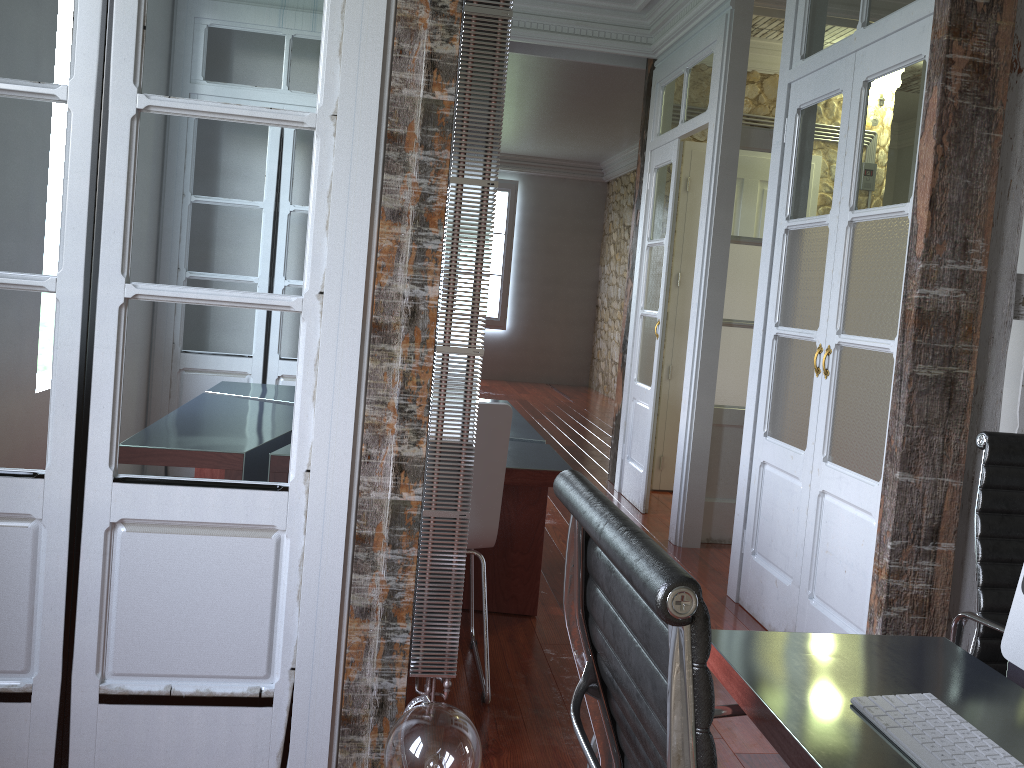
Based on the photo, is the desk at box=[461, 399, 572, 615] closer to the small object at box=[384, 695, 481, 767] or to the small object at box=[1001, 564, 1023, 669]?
the small object at box=[384, 695, 481, 767]

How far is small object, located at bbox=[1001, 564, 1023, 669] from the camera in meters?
1.2

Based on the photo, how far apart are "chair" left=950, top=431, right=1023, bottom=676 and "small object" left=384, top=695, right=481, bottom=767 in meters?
1.1

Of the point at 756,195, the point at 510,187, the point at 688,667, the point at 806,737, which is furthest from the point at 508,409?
the point at 510,187

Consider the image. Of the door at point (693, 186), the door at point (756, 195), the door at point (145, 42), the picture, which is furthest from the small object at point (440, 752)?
the picture

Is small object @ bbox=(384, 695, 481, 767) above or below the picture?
below

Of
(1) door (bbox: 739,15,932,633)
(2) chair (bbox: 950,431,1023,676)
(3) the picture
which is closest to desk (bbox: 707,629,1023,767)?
(2) chair (bbox: 950,431,1023,676)

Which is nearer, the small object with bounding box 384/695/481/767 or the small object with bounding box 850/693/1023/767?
the small object with bounding box 850/693/1023/767

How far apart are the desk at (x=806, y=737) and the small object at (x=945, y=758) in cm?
1

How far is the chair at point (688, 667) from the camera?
0.7 meters
